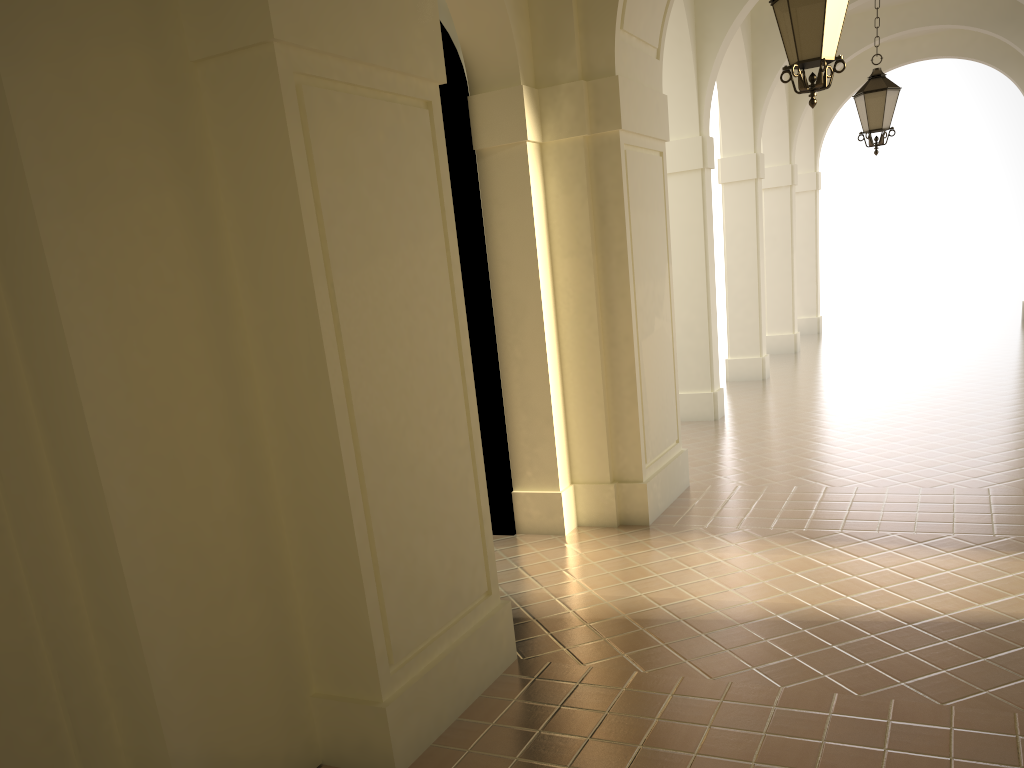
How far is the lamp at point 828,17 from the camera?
5.55m

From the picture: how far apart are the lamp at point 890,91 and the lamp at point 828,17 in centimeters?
475cm

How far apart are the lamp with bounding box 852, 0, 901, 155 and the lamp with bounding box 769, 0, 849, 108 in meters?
4.8 m

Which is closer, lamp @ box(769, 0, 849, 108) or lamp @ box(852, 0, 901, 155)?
lamp @ box(769, 0, 849, 108)

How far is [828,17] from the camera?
5.5m

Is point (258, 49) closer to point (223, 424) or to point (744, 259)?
point (223, 424)

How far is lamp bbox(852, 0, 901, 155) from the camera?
9.9 meters

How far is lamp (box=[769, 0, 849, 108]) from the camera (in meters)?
5.55

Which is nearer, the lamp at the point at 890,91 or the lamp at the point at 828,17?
the lamp at the point at 828,17
